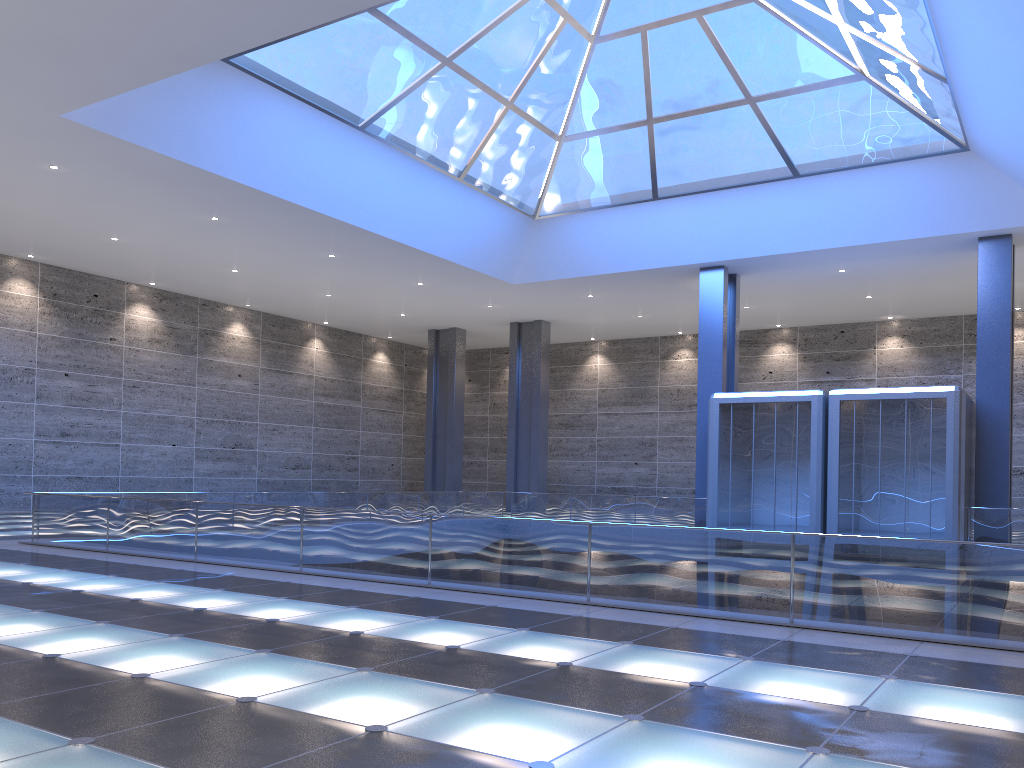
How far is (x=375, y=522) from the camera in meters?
13.4 m
